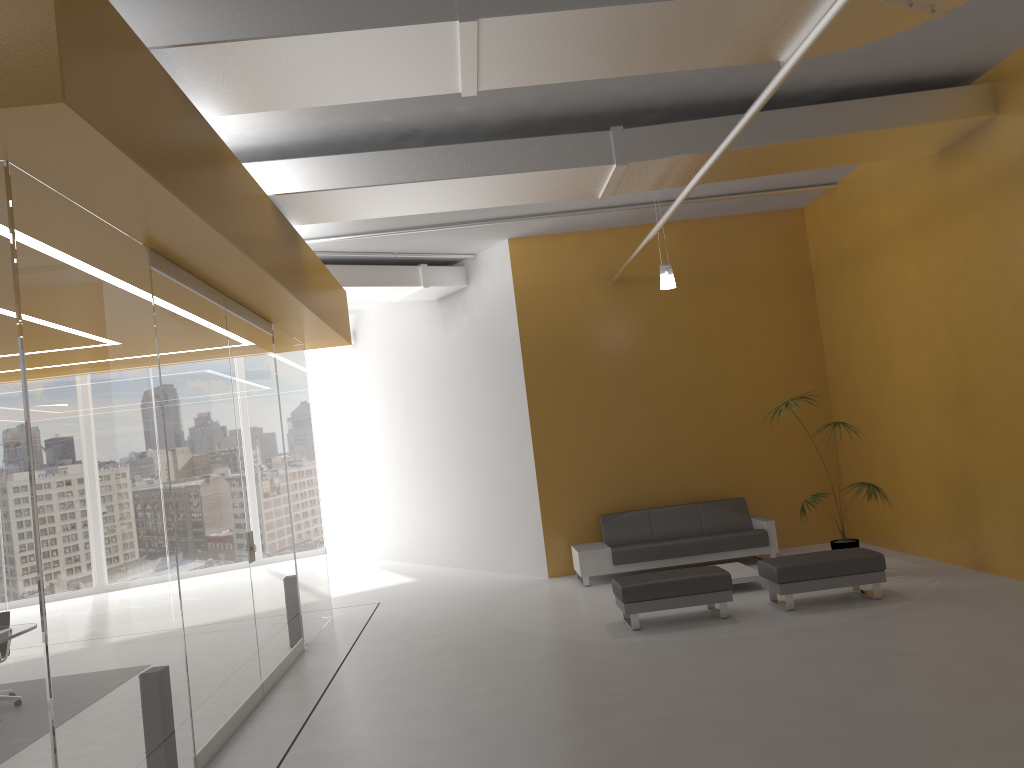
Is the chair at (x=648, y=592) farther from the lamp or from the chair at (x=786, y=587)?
the lamp

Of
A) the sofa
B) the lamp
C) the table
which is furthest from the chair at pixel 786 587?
the lamp

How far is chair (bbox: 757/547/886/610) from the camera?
8.0 meters

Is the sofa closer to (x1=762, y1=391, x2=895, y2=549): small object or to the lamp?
(x1=762, y1=391, x2=895, y2=549): small object

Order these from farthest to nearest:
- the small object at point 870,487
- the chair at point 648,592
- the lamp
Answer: the lamp
the small object at point 870,487
the chair at point 648,592

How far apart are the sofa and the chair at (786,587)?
2.1 meters

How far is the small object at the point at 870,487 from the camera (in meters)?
8.99

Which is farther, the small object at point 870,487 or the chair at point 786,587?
the small object at point 870,487

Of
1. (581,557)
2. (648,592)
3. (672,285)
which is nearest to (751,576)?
(648,592)

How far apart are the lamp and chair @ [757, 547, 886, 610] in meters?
3.1
